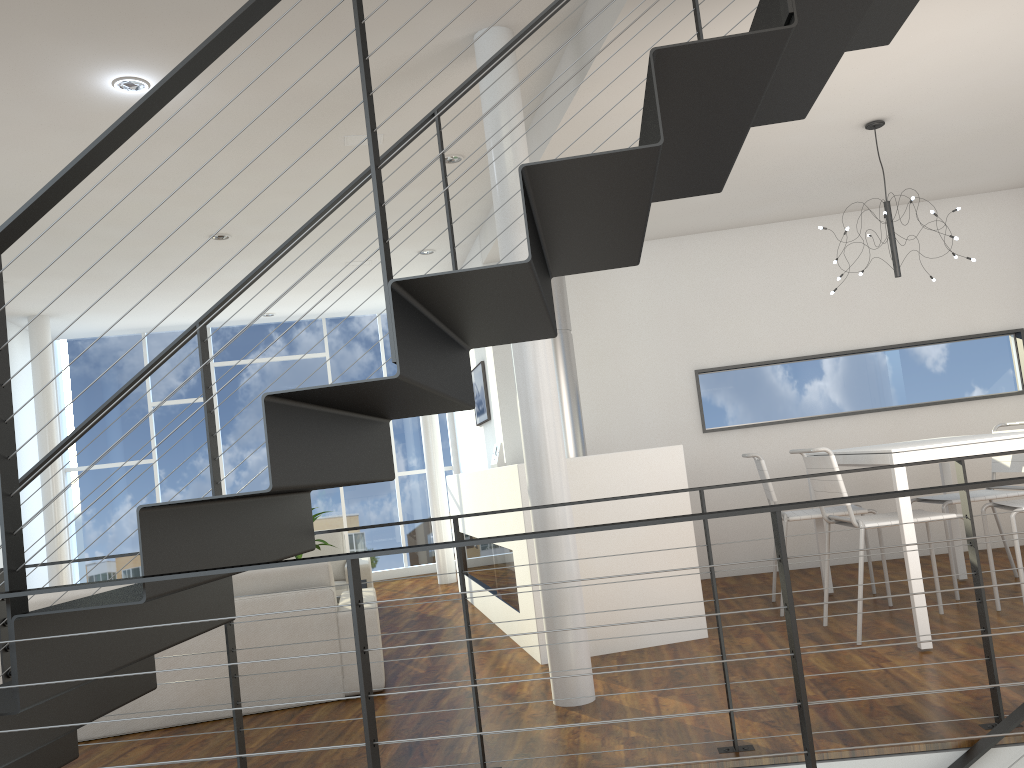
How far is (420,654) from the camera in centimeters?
421cm

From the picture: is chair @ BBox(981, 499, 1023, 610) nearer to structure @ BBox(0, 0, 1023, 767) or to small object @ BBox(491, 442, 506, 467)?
structure @ BBox(0, 0, 1023, 767)

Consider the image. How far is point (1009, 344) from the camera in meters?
5.6

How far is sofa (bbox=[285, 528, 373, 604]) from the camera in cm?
562

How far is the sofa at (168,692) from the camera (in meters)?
3.36

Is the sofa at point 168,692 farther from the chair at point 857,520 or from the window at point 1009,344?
the window at point 1009,344

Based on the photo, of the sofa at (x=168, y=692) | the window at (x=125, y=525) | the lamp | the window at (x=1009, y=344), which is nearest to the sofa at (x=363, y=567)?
the sofa at (x=168, y=692)

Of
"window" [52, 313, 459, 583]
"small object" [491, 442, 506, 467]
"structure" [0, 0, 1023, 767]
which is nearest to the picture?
"small object" [491, 442, 506, 467]

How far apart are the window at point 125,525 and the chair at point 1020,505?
5.10m

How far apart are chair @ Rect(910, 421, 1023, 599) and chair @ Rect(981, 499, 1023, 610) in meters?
0.3
